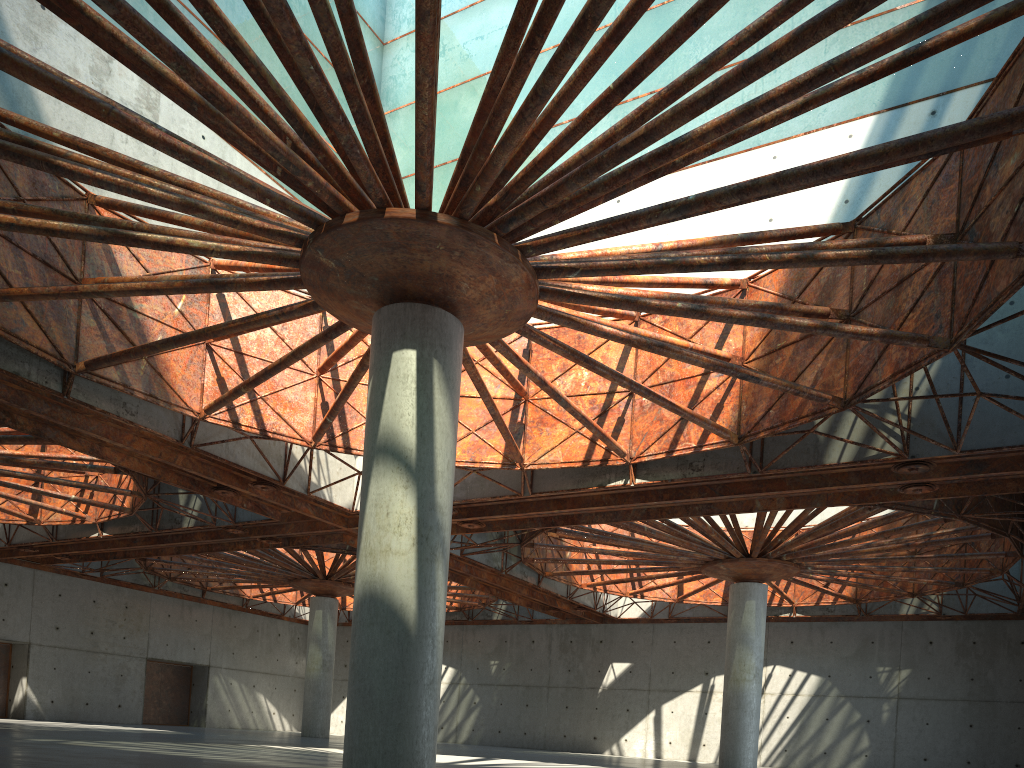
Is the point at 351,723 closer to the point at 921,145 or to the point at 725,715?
the point at 921,145
